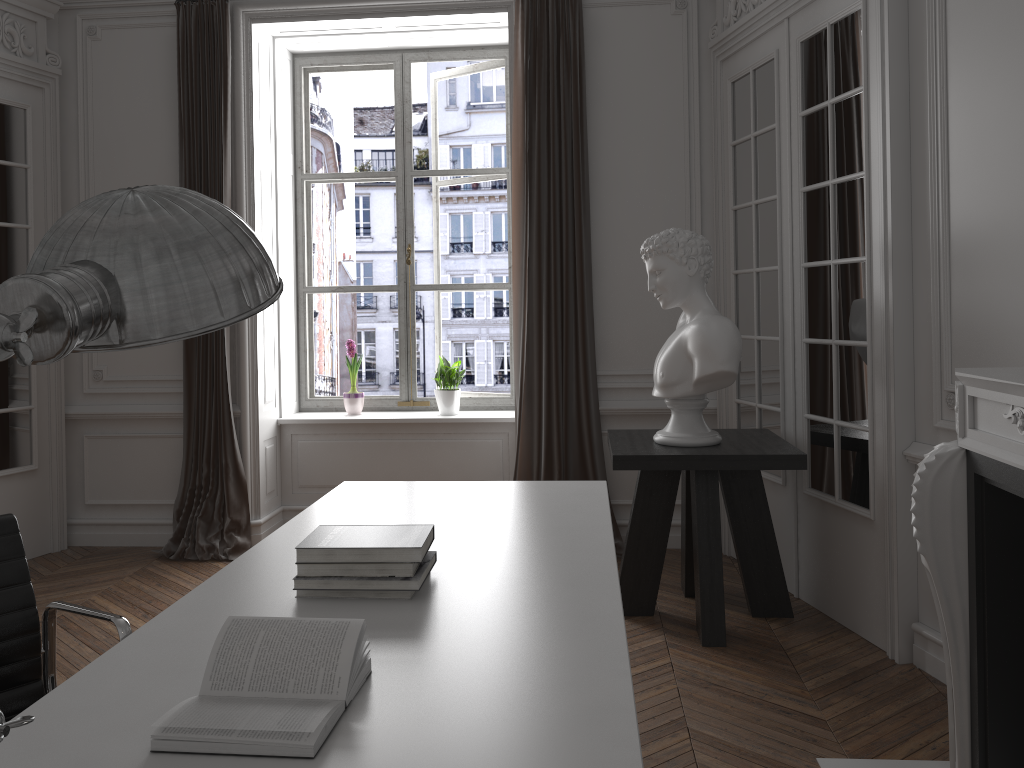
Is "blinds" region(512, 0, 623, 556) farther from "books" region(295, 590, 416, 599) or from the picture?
"books" region(295, 590, 416, 599)

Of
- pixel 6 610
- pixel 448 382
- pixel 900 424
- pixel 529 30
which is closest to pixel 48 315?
pixel 6 610

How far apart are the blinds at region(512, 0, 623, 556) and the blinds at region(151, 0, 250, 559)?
1.56m

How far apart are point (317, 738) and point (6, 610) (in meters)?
0.97

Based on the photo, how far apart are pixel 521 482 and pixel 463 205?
5.8m

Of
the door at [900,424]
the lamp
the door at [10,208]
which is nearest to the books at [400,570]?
the lamp

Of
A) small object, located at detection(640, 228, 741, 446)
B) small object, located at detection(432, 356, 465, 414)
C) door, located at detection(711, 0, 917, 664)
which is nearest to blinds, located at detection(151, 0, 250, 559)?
small object, located at detection(432, 356, 465, 414)

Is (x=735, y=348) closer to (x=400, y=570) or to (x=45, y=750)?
(x=400, y=570)

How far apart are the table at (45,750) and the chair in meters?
0.0

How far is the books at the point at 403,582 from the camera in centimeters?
180cm
